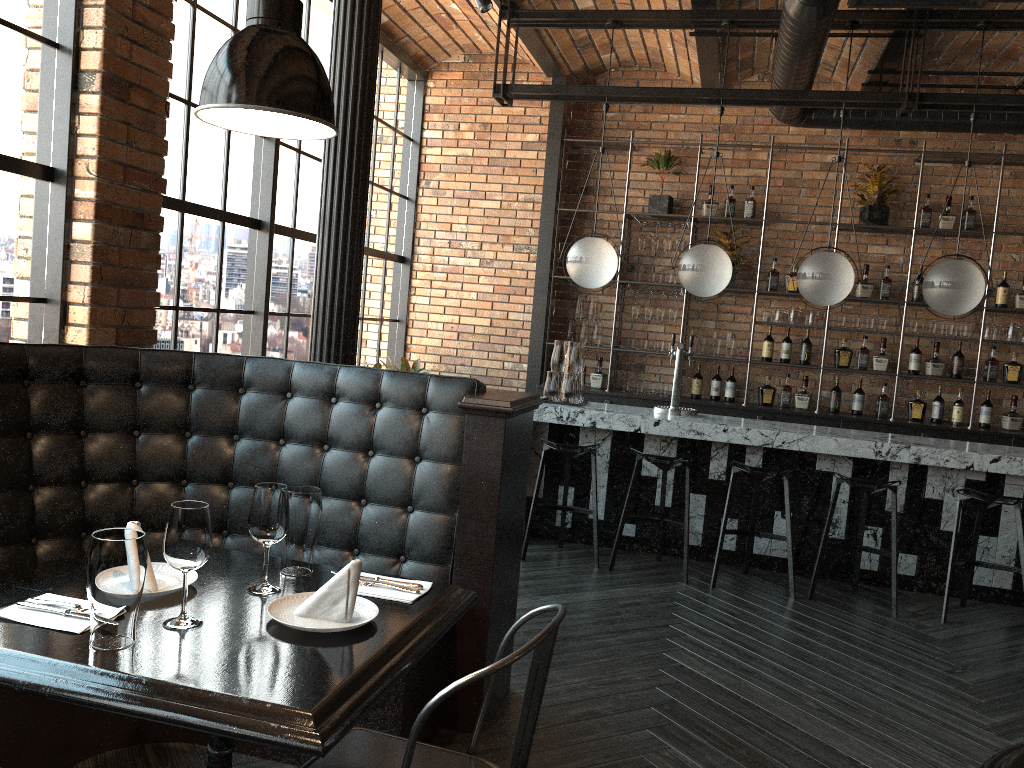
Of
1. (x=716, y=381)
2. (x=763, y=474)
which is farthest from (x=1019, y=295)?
(x=763, y=474)

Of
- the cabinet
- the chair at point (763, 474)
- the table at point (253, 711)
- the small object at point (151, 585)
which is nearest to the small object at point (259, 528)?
the table at point (253, 711)

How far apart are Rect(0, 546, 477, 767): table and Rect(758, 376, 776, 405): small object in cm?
555

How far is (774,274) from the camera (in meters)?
7.25

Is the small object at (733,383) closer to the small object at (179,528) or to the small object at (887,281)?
the small object at (887,281)

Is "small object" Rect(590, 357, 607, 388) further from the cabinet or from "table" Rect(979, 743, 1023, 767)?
"table" Rect(979, 743, 1023, 767)

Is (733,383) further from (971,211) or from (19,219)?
(19,219)

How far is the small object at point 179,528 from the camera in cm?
173

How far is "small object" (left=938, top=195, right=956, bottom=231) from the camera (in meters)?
6.89

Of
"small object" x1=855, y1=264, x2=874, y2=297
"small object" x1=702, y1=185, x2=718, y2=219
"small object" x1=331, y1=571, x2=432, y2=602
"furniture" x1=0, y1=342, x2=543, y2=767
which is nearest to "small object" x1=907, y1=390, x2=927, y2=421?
"small object" x1=855, y1=264, x2=874, y2=297
